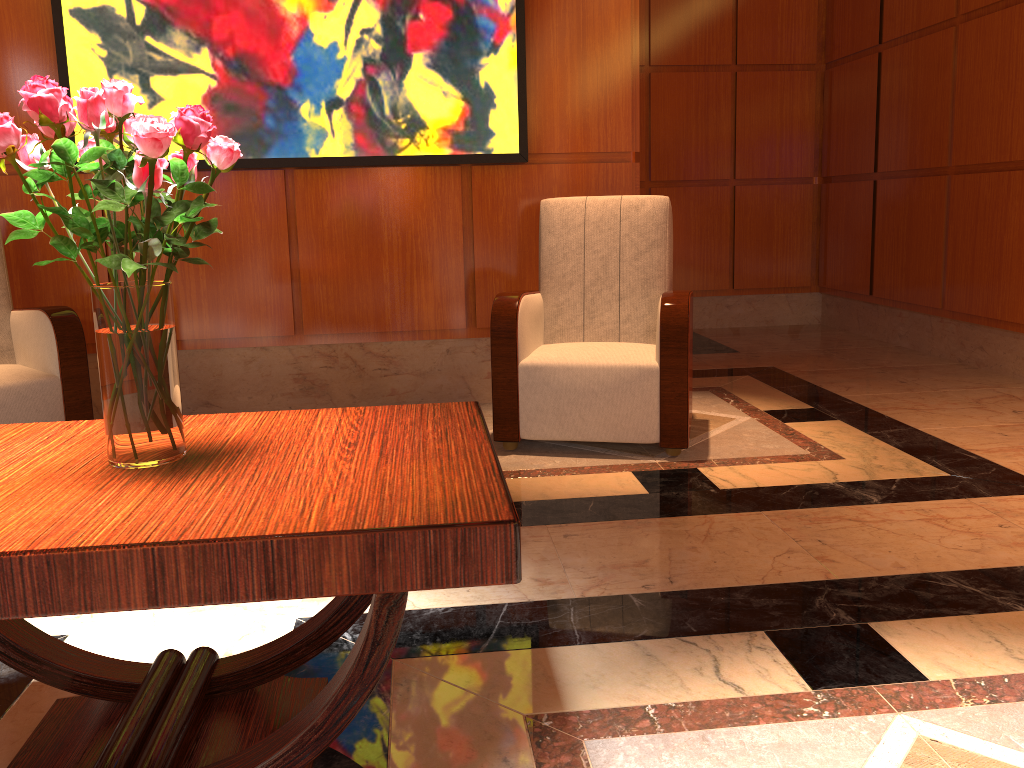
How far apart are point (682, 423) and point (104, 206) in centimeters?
236cm

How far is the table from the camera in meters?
1.1

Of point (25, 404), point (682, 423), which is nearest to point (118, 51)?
point (25, 404)

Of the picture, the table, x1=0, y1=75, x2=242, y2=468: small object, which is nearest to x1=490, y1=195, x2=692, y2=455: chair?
the picture

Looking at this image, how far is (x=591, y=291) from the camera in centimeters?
362cm

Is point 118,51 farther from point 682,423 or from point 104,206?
point 104,206

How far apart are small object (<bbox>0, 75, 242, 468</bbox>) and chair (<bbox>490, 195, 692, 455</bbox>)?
1.91m

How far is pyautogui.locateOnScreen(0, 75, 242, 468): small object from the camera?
1.2 meters

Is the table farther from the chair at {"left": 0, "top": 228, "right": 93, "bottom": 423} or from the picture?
the picture

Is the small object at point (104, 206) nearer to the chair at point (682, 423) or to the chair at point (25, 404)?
the chair at point (682, 423)
